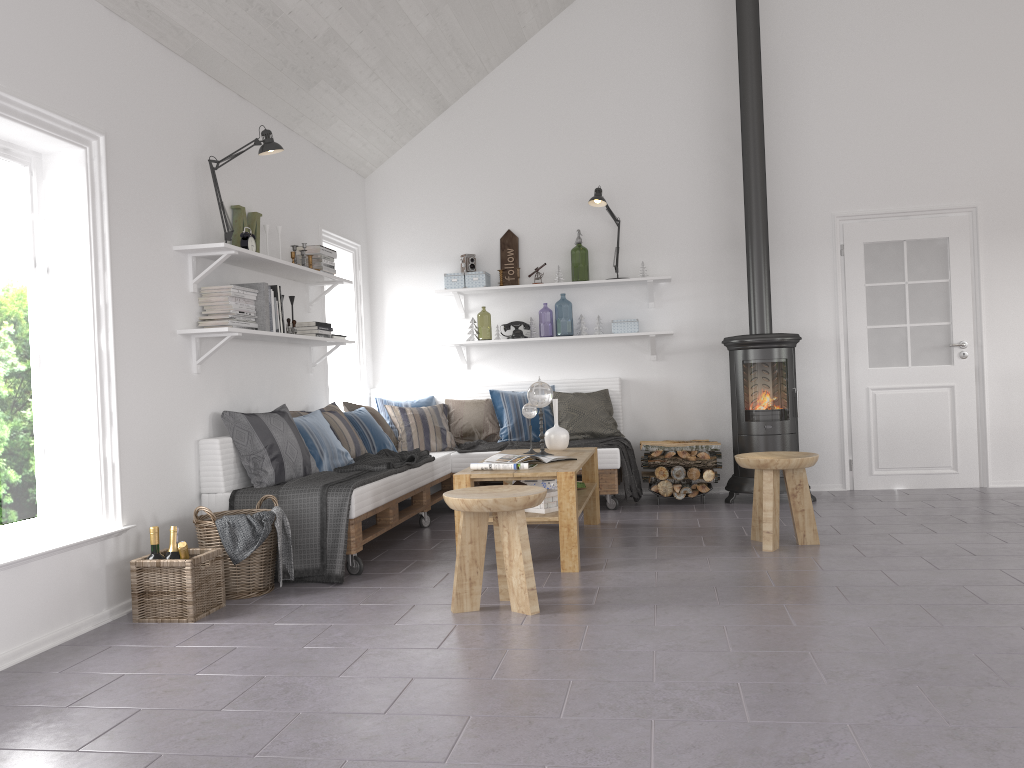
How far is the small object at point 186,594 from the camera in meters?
3.6

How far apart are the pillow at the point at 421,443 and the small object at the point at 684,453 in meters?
1.7

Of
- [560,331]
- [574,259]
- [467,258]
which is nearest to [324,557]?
[467,258]

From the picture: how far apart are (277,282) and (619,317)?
2.71m

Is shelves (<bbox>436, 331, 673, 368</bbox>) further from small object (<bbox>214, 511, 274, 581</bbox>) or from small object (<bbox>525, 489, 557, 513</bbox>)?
small object (<bbox>214, 511, 274, 581</bbox>)

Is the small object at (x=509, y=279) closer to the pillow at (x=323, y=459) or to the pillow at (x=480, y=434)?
the pillow at (x=480, y=434)

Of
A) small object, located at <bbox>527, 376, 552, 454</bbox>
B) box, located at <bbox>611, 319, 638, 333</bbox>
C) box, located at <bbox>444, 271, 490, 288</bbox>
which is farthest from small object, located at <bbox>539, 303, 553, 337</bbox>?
small object, located at <bbox>527, 376, 552, 454</bbox>

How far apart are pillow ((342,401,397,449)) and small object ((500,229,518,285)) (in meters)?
1.52

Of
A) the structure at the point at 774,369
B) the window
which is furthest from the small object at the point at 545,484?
the window

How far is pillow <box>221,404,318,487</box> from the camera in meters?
4.6 m
